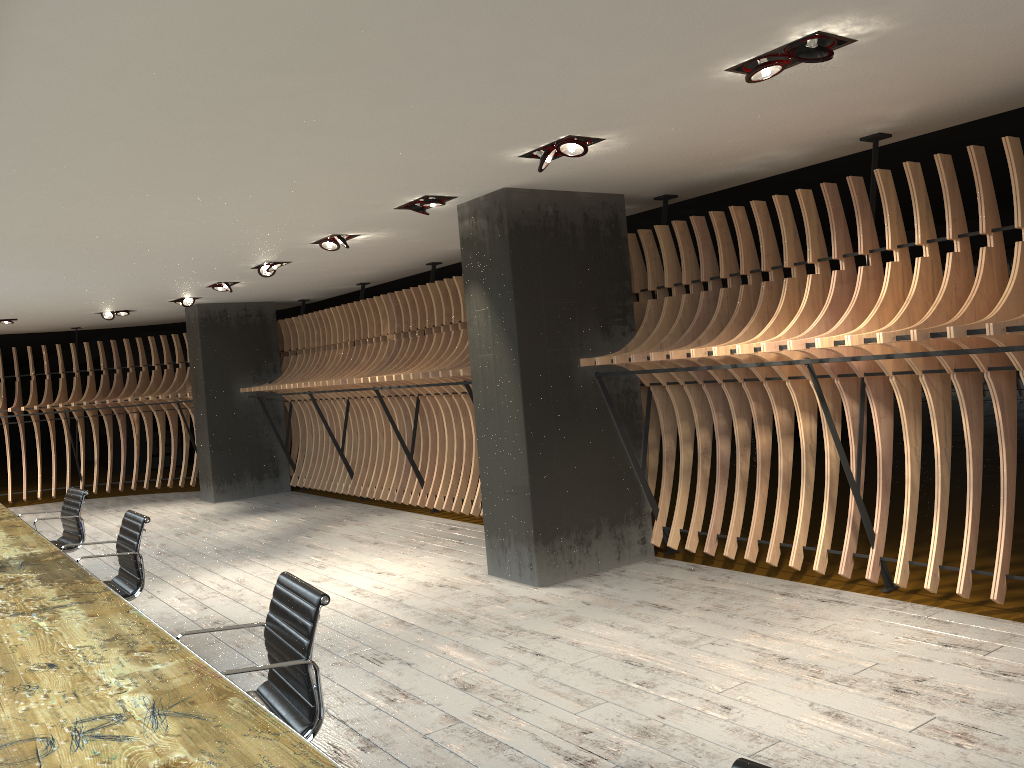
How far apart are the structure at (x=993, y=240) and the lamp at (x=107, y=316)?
1.5 meters

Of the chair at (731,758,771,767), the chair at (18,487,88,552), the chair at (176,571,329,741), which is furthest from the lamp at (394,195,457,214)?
the chair at (731,758,771,767)

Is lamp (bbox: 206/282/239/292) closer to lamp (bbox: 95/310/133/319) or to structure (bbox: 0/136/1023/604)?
structure (bbox: 0/136/1023/604)

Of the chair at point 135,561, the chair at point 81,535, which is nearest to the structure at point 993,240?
the chair at point 81,535

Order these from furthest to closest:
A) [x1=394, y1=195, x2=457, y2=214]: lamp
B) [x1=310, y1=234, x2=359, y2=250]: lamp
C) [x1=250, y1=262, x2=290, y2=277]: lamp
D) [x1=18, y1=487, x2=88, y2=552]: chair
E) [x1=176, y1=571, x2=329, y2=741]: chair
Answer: [x1=250, y1=262, x2=290, y2=277]: lamp < [x1=310, y1=234, x2=359, y2=250]: lamp < [x1=18, y1=487, x2=88, y2=552]: chair < [x1=394, y1=195, x2=457, y2=214]: lamp < [x1=176, y1=571, x2=329, y2=741]: chair

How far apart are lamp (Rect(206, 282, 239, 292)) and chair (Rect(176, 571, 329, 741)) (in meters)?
7.57

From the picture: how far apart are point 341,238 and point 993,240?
4.9m

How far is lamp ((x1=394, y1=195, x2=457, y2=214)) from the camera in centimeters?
624cm

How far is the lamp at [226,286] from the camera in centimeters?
1023cm

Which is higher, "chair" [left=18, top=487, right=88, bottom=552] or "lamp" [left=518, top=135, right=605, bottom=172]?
"lamp" [left=518, top=135, right=605, bottom=172]
